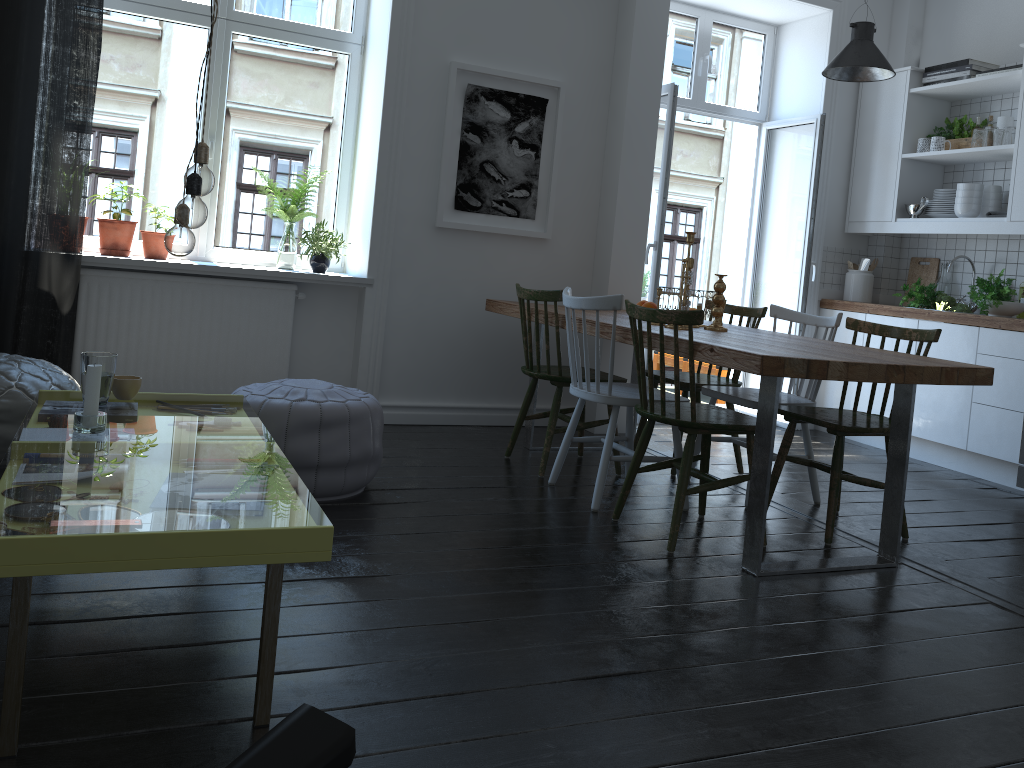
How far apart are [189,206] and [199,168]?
0.12m

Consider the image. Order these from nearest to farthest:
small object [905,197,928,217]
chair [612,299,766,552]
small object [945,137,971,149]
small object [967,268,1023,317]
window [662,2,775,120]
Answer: chair [612,299,766,552], small object [967,268,1023,317], small object [945,137,971,149], small object [905,197,928,217], window [662,2,775,120]

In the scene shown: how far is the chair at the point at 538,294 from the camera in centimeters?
387cm

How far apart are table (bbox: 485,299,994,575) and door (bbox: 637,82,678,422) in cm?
70

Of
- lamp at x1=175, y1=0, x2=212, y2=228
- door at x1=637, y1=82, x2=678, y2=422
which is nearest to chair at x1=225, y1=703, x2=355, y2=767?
lamp at x1=175, y1=0, x2=212, y2=228

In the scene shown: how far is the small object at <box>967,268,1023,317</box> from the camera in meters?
4.8 m

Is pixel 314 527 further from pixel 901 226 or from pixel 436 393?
pixel 901 226

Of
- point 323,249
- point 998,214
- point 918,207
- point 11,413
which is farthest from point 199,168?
point 918,207

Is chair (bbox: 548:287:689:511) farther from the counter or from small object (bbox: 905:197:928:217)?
small object (bbox: 905:197:928:217)

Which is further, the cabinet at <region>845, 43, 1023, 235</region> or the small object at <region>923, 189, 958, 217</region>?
the small object at <region>923, 189, 958, 217</region>
